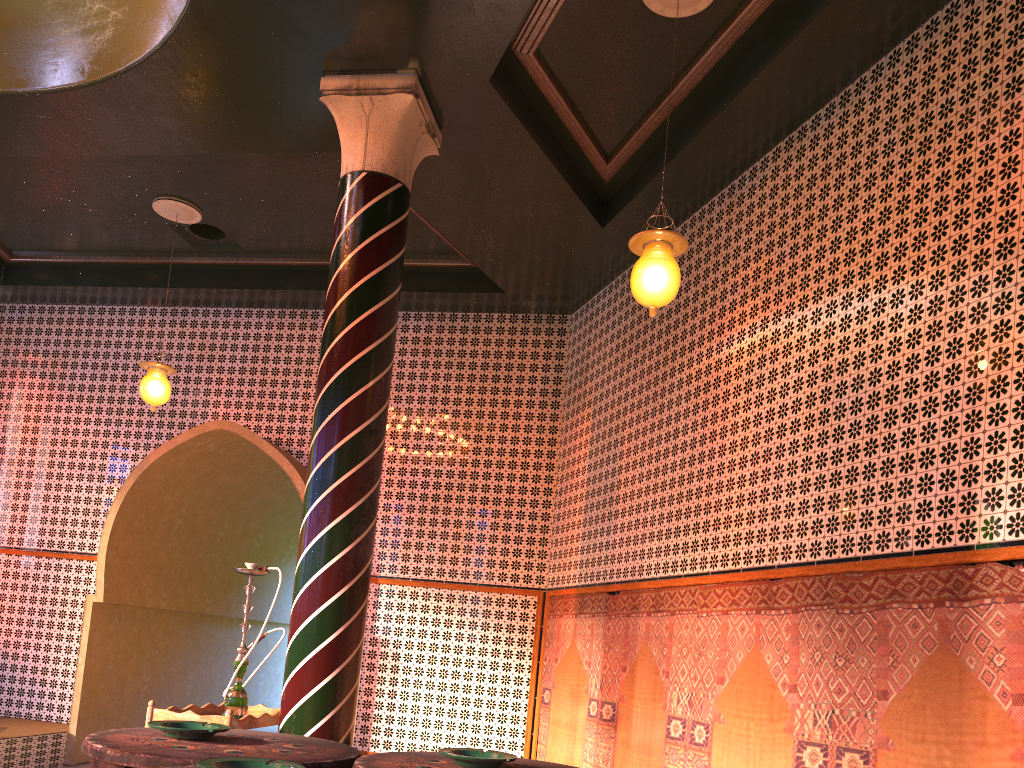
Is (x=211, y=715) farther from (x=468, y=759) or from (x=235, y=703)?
(x=468, y=759)

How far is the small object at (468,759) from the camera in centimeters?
243cm

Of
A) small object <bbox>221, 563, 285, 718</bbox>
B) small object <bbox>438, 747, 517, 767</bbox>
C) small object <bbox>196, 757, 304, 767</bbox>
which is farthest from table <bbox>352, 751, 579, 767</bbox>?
small object <bbox>221, 563, 285, 718</bbox>

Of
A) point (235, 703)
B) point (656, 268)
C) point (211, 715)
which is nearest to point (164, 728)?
A: point (211, 715)

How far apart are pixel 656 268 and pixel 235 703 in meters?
4.4

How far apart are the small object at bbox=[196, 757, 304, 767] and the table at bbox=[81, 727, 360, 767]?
0.3m

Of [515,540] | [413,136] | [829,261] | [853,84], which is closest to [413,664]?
[515,540]

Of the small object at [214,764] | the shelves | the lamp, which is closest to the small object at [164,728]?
the small object at [214,764]

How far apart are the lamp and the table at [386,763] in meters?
3.6

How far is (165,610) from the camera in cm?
1220
